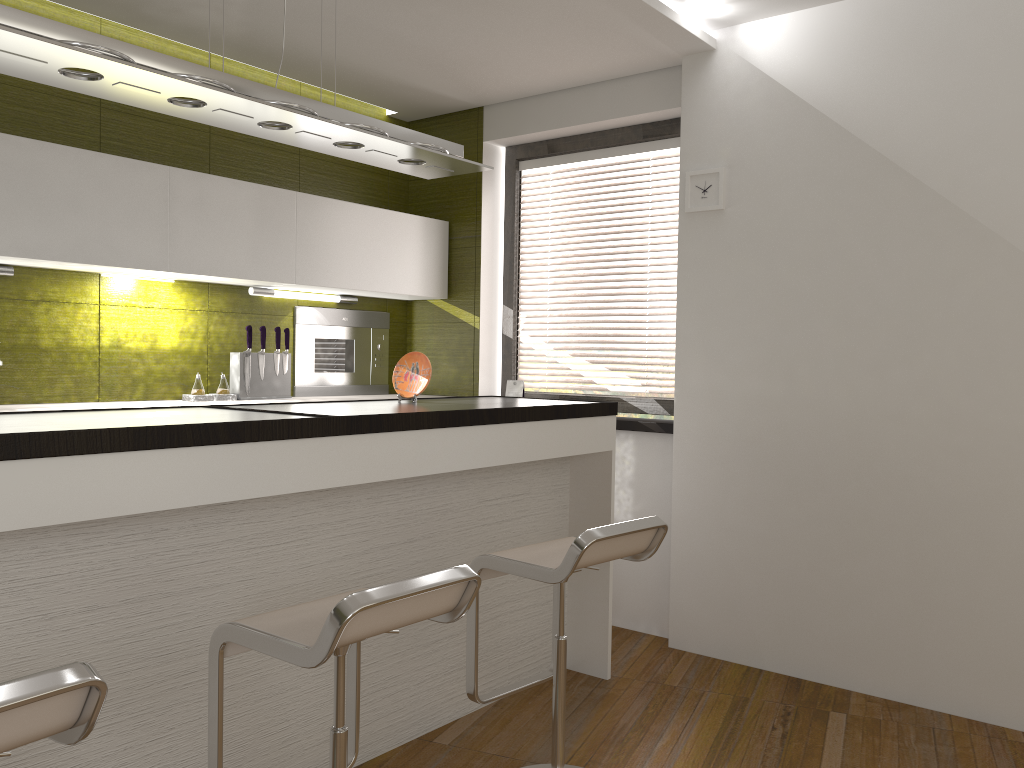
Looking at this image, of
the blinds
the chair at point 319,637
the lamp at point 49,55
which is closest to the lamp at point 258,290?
the blinds

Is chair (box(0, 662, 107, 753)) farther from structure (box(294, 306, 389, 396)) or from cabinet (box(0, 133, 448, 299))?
structure (box(294, 306, 389, 396))

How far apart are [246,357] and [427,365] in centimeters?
124cm

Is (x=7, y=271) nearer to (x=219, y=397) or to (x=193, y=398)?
(x=193, y=398)

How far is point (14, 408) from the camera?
3.3m

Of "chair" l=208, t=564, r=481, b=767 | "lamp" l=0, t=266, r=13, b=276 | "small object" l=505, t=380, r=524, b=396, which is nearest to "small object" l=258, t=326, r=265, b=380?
"lamp" l=0, t=266, r=13, b=276

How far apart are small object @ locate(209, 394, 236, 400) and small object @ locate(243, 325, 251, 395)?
0.1m

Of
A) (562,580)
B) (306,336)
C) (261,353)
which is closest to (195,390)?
(261,353)

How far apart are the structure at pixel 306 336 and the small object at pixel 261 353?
0.4m

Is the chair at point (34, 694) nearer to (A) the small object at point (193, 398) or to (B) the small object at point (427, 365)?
(B) the small object at point (427, 365)
